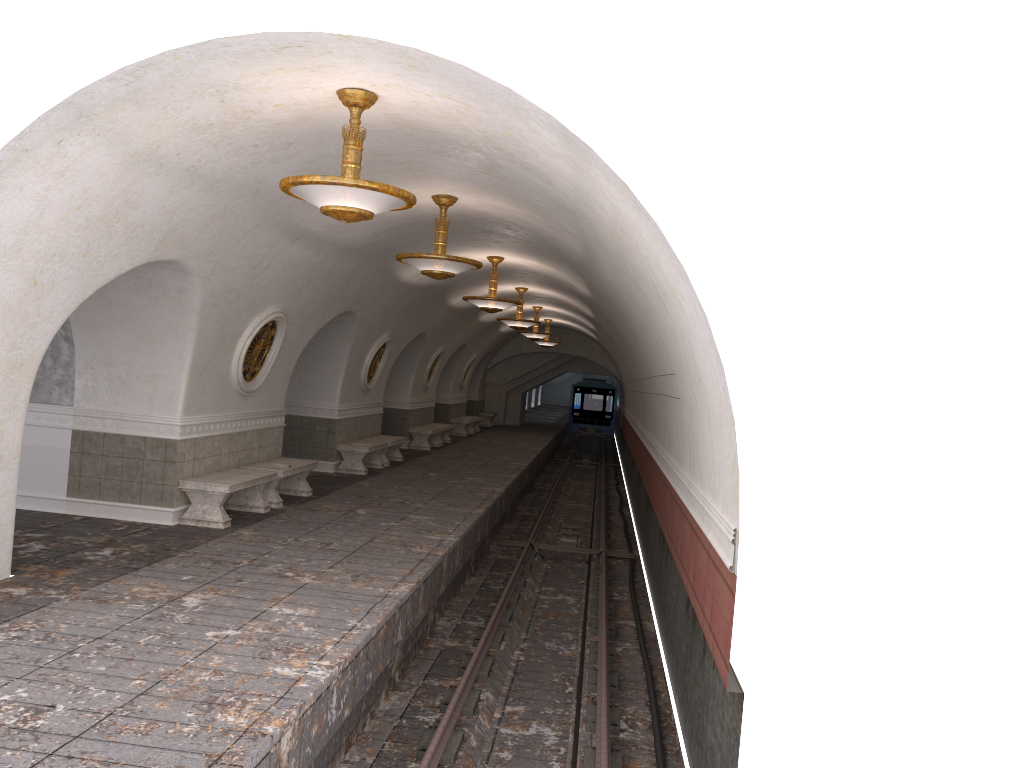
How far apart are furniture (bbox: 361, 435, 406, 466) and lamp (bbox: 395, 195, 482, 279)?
8.16m

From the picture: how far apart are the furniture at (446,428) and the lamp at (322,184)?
17.3 meters

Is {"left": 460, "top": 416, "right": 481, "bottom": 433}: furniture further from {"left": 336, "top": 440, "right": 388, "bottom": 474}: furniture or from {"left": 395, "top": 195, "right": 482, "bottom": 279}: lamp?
{"left": 395, "top": 195, "right": 482, "bottom": 279}: lamp

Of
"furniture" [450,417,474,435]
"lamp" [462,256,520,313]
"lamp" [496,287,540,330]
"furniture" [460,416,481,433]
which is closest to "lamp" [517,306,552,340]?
"lamp" [496,287,540,330]

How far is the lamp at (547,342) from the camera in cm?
2907

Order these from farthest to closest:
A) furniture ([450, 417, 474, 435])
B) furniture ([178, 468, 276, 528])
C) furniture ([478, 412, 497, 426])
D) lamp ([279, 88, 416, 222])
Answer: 1. furniture ([478, 412, 497, 426])
2. furniture ([450, 417, 474, 435])
3. furniture ([178, 468, 276, 528])
4. lamp ([279, 88, 416, 222])

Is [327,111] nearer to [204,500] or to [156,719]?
[156,719]

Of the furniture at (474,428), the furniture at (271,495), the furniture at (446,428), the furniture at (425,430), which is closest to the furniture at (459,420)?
the furniture at (474,428)

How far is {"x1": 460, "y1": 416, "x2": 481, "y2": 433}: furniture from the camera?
30.91m

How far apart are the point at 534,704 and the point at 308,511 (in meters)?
4.51
